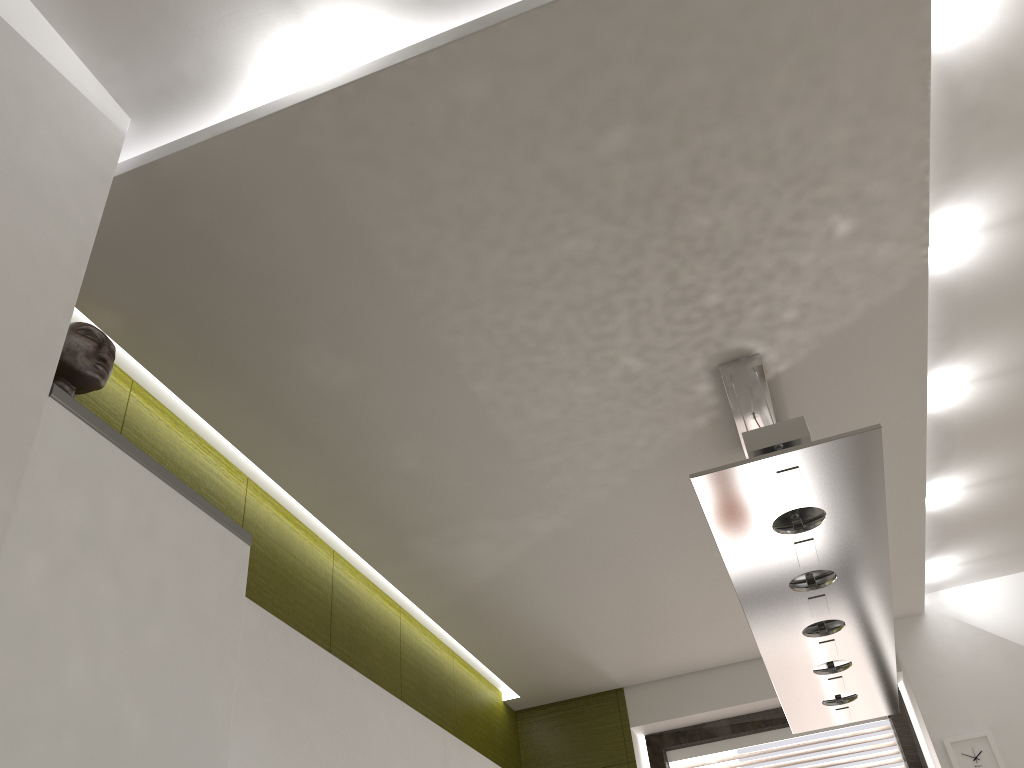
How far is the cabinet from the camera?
1.18m

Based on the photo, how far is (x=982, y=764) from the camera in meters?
3.5 m

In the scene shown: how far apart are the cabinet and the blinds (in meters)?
1.64

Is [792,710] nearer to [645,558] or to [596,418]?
[645,558]

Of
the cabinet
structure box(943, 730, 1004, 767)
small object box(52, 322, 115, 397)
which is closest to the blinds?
structure box(943, 730, 1004, 767)

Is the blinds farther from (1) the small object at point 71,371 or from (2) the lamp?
(1) the small object at point 71,371

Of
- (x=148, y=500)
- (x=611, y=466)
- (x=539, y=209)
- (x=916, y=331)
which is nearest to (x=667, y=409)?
(x=611, y=466)

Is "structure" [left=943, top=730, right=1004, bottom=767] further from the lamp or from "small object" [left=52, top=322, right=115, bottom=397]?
"small object" [left=52, top=322, right=115, bottom=397]

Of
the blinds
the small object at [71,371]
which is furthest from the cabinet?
the blinds

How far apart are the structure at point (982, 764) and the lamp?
1.1m
